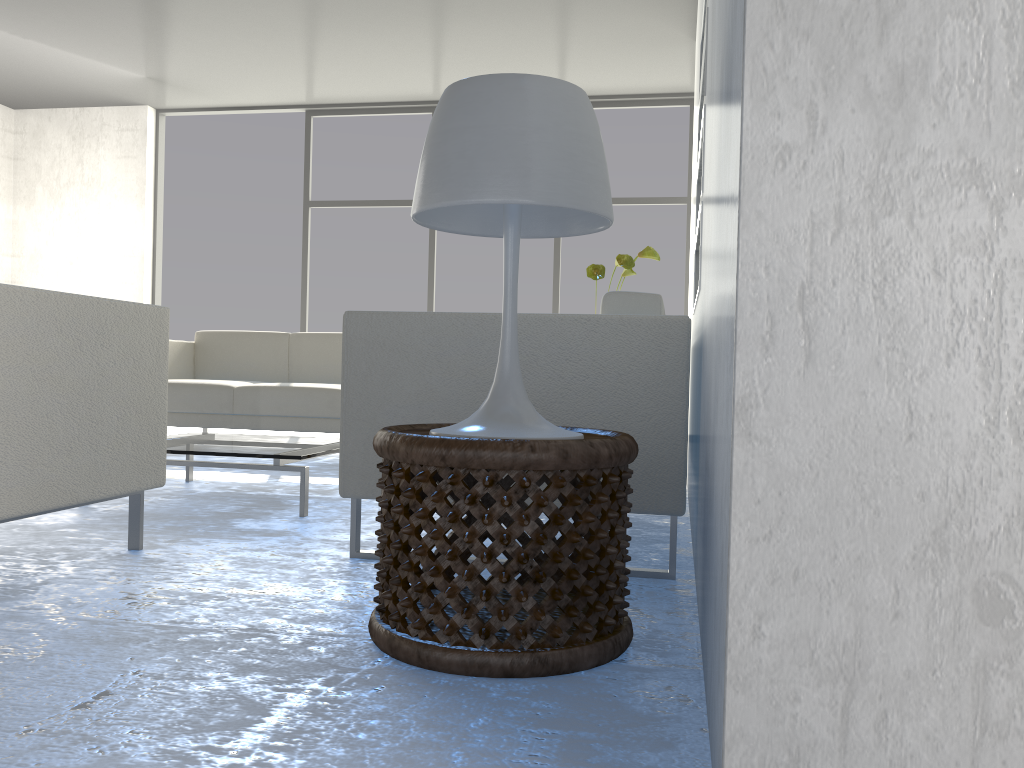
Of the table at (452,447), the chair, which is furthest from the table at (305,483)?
the table at (452,447)

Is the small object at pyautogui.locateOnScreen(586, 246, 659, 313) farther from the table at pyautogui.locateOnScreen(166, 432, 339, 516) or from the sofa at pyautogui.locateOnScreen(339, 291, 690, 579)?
the sofa at pyautogui.locateOnScreen(339, 291, 690, 579)

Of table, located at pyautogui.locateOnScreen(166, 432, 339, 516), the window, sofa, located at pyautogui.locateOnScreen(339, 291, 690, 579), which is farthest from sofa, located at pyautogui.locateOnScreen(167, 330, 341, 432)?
sofa, located at pyautogui.locateOnScreen(339, 291, 690, 579)

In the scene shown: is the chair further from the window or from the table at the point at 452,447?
the window

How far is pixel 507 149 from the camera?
1.4m

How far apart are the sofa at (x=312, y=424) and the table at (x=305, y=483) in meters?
0.8

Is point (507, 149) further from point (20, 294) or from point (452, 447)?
point (20, 294)

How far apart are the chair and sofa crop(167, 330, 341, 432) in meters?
2.0

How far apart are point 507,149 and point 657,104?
5.43m

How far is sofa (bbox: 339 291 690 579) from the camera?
1.94m
